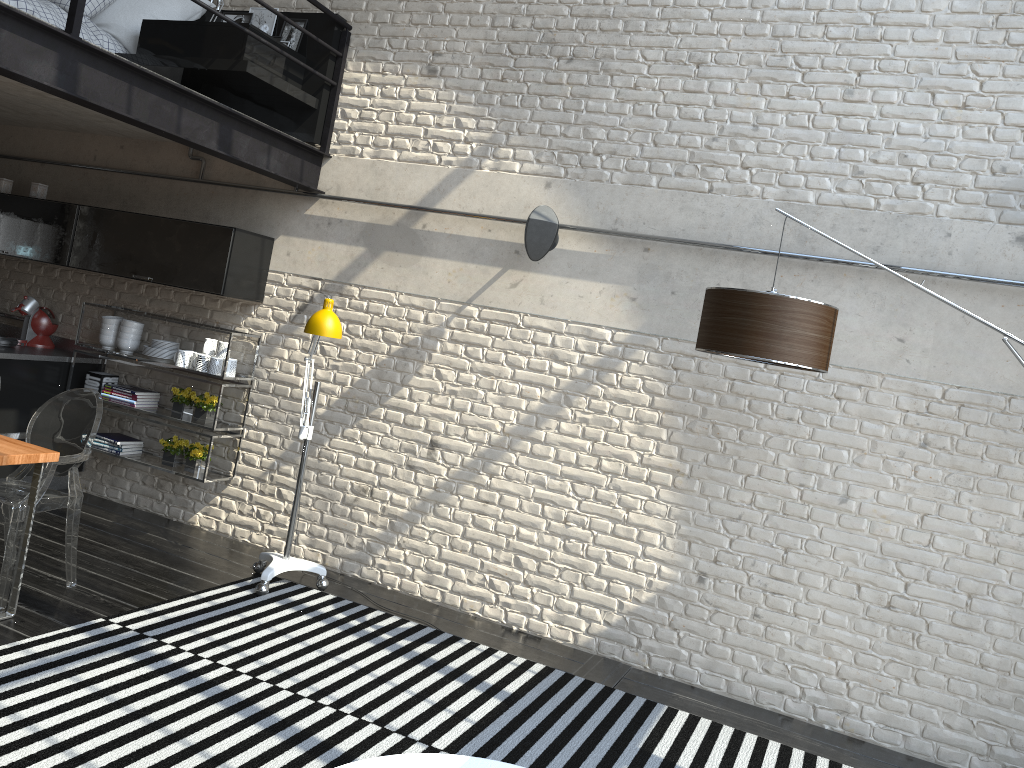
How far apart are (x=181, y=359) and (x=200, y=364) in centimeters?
16cm

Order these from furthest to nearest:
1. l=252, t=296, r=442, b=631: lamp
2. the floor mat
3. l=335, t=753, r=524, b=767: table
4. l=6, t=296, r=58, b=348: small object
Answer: l=6, t=296, r=58, b=348: small object < l=252, t=296, r=442, b=631: lamp < the floor mat < l=335, t=753, r=524, b=767: table

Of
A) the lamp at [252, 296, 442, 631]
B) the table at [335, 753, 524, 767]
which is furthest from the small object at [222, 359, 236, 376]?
the table at [335, 753, 524, 767]

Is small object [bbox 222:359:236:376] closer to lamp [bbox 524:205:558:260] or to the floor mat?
the floor mat

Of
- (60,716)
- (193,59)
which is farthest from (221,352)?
(60,716)

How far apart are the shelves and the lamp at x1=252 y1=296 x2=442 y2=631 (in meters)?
0.69

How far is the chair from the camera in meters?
3.9 m

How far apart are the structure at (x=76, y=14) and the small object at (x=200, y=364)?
1.49m

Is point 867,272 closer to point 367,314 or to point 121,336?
point 367,314

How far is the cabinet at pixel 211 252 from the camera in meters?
5.3 m
